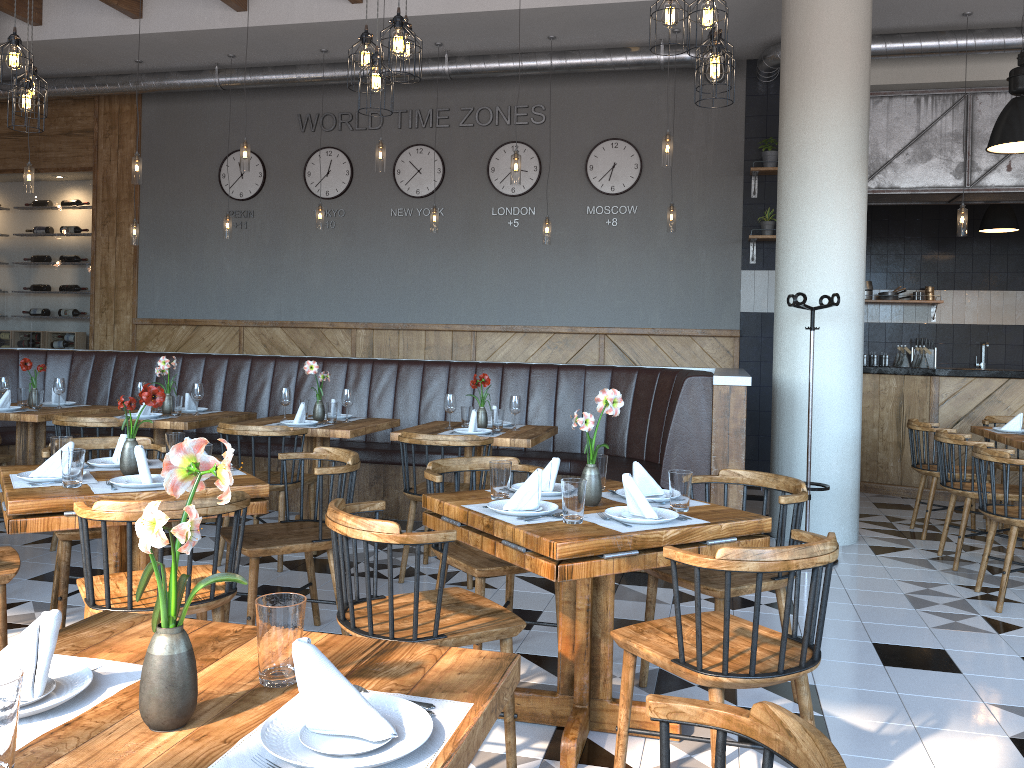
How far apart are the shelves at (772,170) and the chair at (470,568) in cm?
539

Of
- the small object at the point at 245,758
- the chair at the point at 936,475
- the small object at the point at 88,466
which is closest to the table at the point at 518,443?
the small object at the point at 88,466

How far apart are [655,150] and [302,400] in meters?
4.6

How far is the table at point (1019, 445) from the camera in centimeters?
557cm

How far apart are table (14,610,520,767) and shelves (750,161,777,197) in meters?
7.4

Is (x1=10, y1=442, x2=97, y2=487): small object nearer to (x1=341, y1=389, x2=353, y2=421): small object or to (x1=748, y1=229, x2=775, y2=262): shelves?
(x1=341, y1=389, x2=353, y2=421): small object

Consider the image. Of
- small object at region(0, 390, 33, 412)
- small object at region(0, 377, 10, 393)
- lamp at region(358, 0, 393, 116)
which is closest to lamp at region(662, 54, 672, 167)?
lamp at region(358, 0, 393, 116)

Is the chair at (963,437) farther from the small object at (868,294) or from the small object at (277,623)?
the small object at (868,294)

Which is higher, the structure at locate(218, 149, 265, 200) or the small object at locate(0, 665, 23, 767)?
the structure at locate(218, 149, 265, 200)

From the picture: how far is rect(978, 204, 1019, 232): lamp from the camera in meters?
9.0 m
